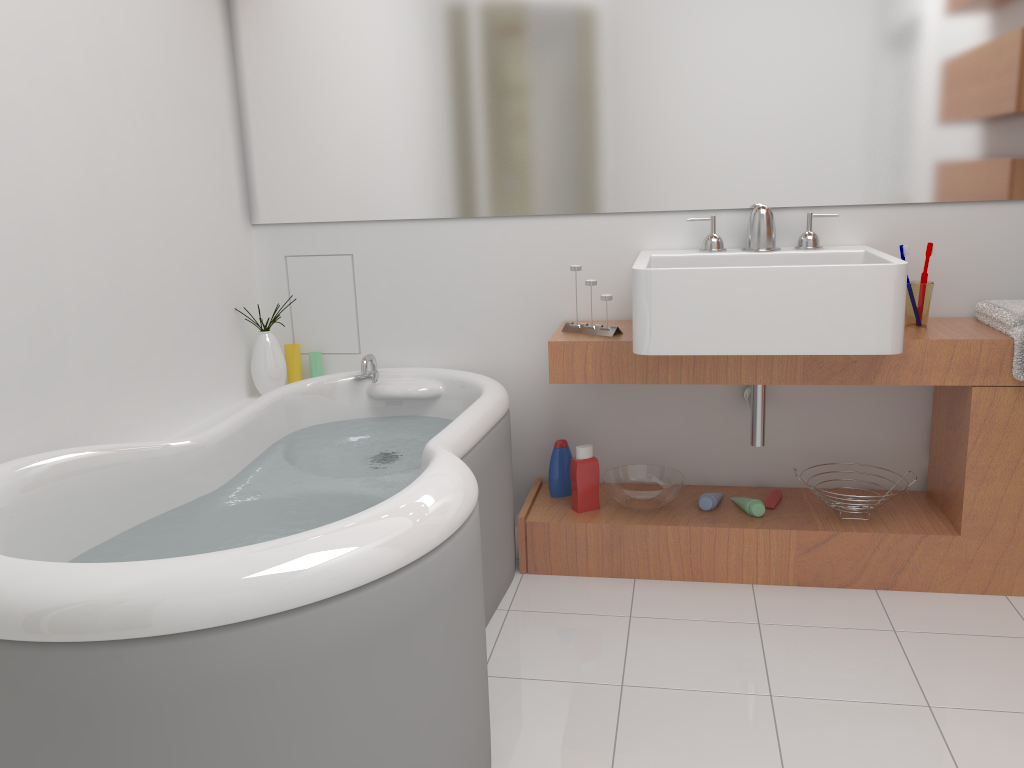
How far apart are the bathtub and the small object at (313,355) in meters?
0.2 m

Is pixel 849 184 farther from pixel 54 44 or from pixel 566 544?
pixel 54 44

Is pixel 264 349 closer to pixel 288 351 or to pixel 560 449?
pixel 288 351

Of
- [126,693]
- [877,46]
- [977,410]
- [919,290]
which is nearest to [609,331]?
[919,290]

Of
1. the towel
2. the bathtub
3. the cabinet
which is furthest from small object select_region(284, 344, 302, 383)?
the towel

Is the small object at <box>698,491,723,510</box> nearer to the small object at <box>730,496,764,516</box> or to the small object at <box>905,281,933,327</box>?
the small object at <box>730,496,764,516</box>

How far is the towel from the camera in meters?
2.2

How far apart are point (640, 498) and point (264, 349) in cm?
128

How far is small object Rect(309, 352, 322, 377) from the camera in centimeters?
297cm

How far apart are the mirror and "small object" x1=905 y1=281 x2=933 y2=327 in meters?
0.3
